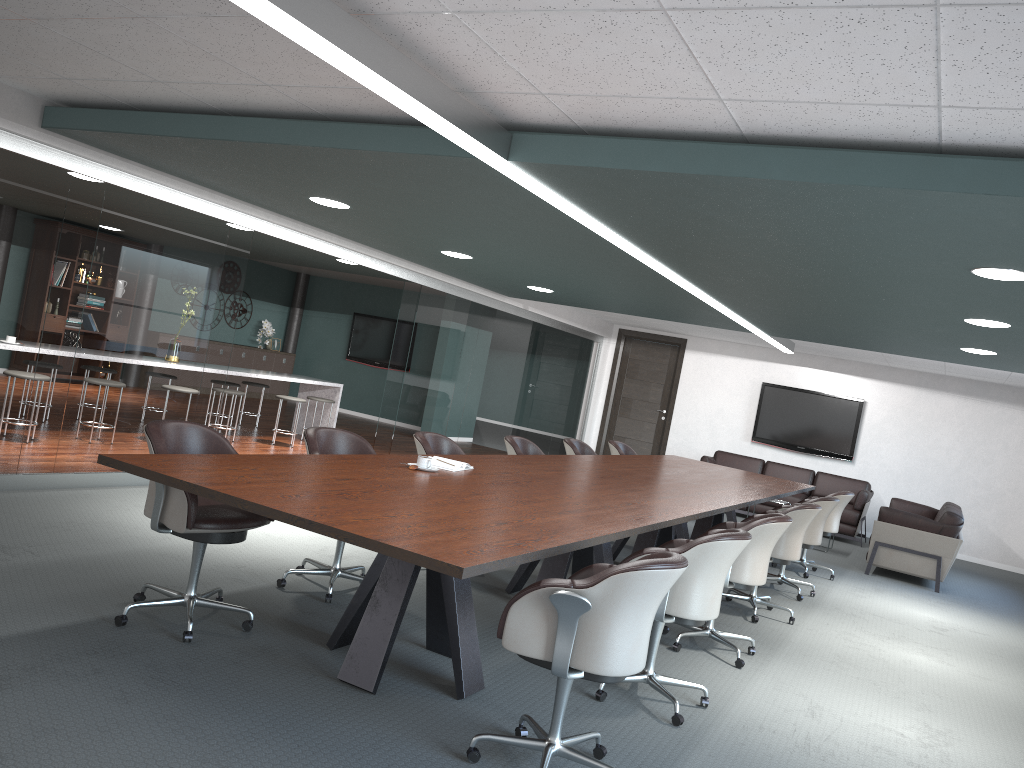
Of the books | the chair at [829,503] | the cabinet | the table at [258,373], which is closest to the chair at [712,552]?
the books

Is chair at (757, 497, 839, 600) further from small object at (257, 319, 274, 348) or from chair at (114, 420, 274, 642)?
small object at (257, 319, 274, 348)

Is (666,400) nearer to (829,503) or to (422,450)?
(829,503)

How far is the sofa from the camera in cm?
795

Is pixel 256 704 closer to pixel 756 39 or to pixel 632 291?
pixel 756 39

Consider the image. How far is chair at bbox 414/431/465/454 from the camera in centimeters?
515cm

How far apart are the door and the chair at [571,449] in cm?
529

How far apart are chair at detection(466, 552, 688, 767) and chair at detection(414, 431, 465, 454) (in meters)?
2.25

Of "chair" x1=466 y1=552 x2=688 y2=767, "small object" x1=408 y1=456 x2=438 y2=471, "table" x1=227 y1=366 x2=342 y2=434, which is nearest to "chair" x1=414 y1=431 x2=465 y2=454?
"small object" x1=408 y1=456 x2=438 y2=471

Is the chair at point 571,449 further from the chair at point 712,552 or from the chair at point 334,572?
the chair at point 712,552
